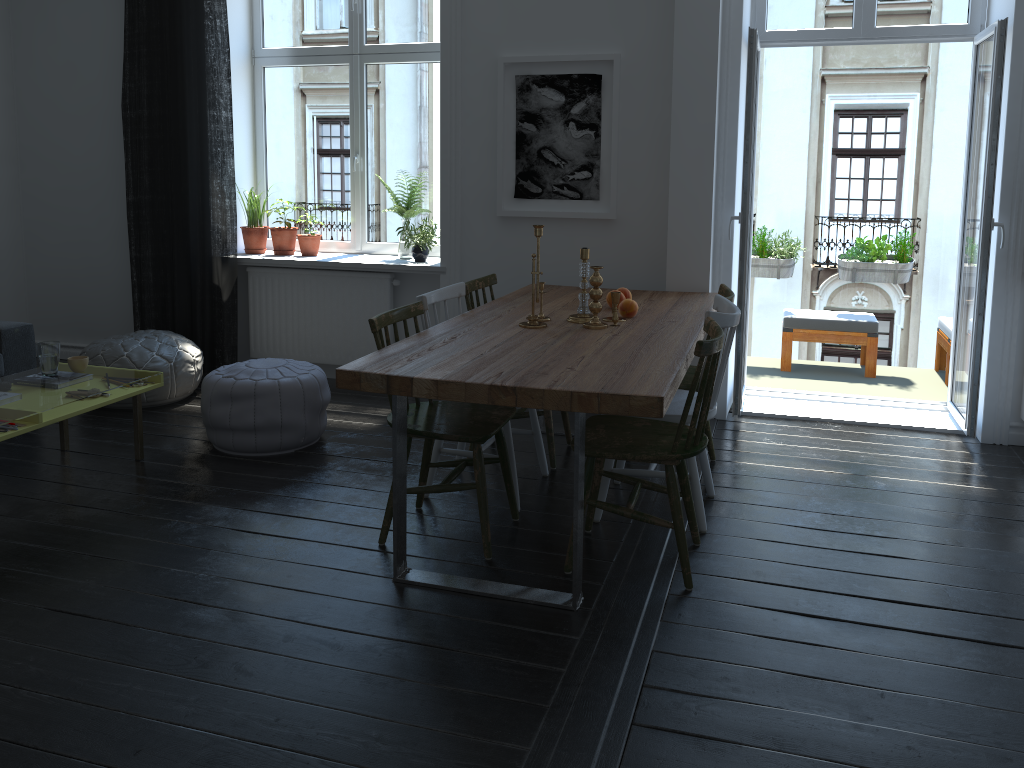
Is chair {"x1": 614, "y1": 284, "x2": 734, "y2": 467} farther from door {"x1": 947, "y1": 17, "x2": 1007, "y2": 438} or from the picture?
door {"x1": 947, "y1": 17, "x2": 1007, "y2": 438}

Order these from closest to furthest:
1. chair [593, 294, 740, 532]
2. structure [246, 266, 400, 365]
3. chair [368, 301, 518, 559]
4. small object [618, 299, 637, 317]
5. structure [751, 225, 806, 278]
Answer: chair [368, 301, 518, 559]
chair [593, 294, 740, 532]
small object [618, 299, 637, 317]
structure [246, 266, 400, 365]
structure [751, 225, 806, 278]

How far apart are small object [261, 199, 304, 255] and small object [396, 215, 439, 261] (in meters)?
0.86

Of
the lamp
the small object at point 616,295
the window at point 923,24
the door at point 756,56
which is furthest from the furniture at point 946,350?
the small object at point 616,295

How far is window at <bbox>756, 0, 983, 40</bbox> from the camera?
4.6 meters

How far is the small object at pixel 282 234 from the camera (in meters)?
5.61

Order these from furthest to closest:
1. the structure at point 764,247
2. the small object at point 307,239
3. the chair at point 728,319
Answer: the structure at point 764,247, the small object at point 307,239, the chair at point 728,319

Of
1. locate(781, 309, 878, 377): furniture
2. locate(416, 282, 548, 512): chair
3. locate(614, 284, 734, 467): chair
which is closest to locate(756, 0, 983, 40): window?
locate(614, 284, 734, 467): chair

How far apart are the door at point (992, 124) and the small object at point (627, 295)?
1.7m

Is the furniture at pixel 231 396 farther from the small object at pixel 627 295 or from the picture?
the small object at pixel 627 295
